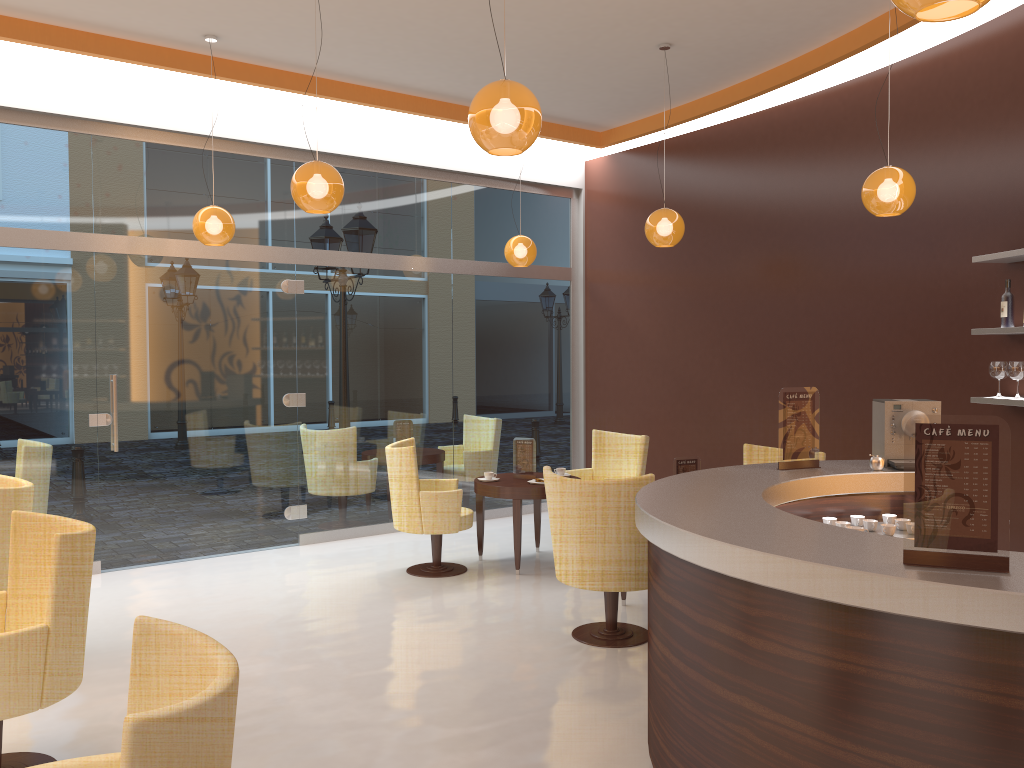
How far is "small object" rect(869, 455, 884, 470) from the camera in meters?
4.4 m

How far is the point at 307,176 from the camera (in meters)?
4.87

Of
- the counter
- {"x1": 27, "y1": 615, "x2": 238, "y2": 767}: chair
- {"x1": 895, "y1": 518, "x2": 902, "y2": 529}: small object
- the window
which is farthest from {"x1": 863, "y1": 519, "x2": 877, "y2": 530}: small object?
the window

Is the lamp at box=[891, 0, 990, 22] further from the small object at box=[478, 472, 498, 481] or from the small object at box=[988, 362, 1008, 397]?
the small object at box=[478, 472, 498, 481]

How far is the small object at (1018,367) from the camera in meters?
5.2 m

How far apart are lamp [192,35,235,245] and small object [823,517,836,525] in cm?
449

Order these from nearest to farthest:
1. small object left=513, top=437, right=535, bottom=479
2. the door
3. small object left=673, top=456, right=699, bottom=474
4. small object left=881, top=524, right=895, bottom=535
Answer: small object left=881, top=524, right=895, bottom=535, small object left=673, top=456, right=699, bottom=474, the door, small object left=513, top=437, right=535, bottom=479

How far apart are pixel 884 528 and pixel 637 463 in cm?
330

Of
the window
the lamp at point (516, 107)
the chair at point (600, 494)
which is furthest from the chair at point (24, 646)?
the window

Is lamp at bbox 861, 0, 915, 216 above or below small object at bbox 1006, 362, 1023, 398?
above
